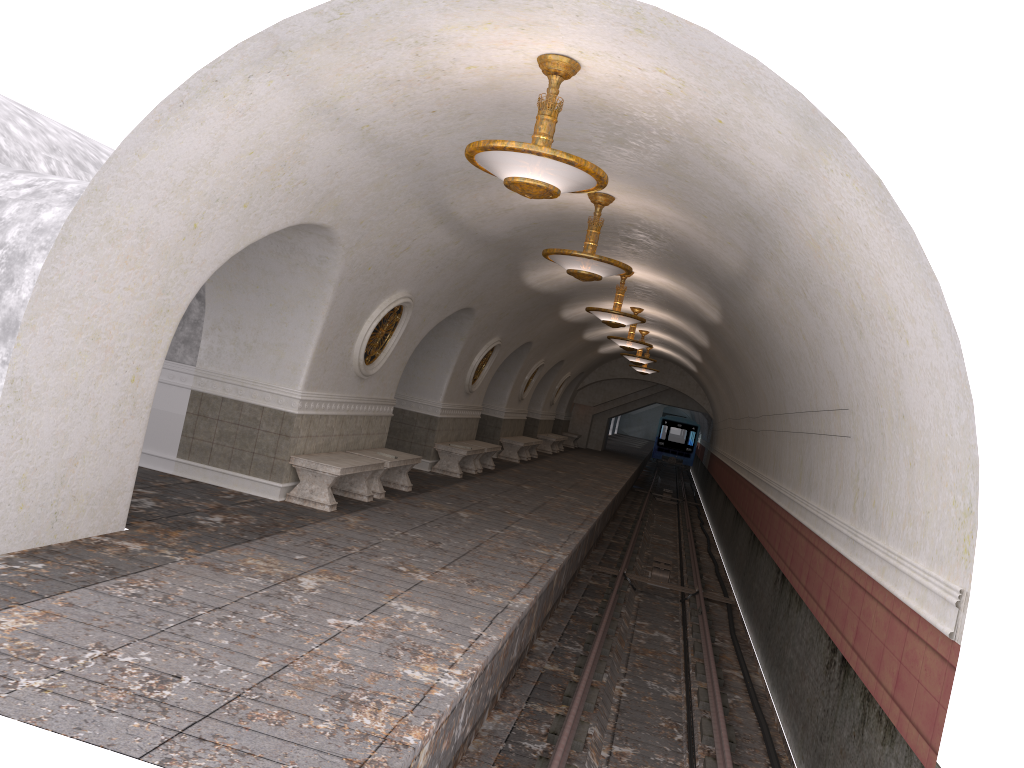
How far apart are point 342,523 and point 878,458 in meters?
5.3 m

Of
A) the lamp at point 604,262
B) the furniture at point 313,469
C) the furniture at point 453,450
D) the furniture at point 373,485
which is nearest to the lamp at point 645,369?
the furniture at point 453,450

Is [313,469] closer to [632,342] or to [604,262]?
[604,262]

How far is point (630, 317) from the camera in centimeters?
1405cm

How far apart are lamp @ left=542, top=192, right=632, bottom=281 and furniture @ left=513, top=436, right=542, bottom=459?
14.1m

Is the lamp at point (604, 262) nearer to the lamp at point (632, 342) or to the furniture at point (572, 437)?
the lamp at point (632, 342)

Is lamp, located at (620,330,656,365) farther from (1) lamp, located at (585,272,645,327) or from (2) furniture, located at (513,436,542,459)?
(1) lamp, located at (585,272,645,327)

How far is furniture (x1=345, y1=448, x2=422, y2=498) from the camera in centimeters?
1139cm

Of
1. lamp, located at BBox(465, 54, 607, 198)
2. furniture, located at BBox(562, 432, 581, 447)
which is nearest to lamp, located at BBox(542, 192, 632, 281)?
lamp, located at BBox(465, 54, 607, 198)

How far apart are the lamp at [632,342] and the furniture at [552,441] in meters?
8.7 m
